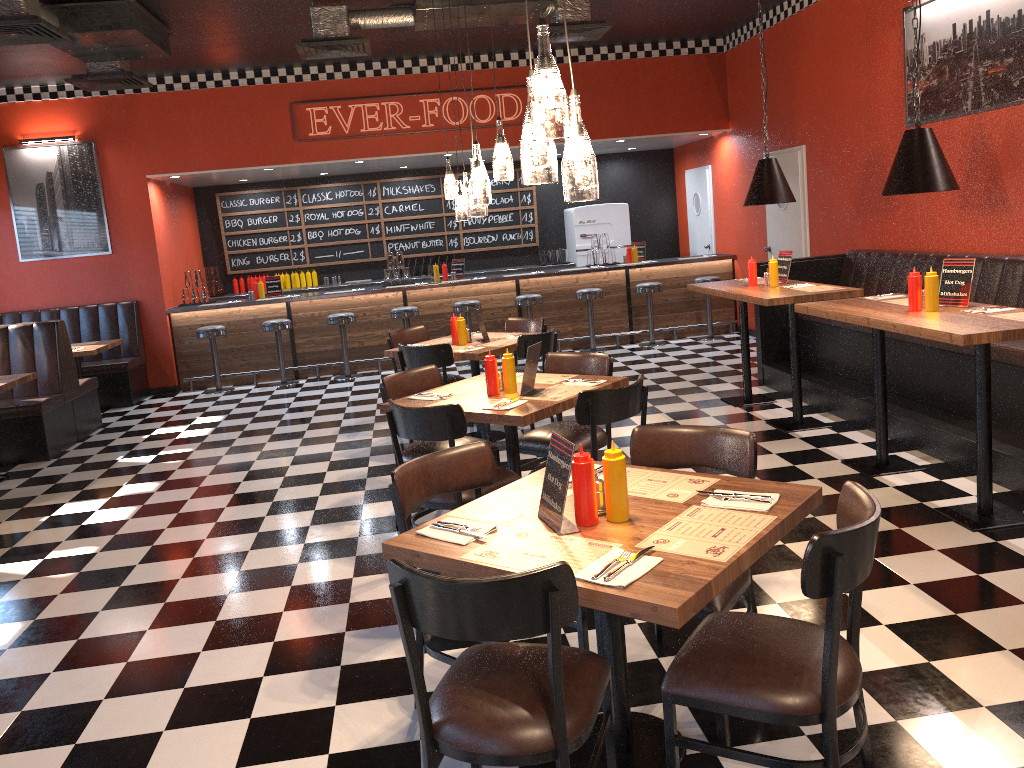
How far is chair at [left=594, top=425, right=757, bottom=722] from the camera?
3.0m

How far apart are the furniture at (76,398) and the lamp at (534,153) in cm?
700

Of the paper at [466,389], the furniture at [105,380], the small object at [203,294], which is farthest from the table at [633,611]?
the small object at [203,294]

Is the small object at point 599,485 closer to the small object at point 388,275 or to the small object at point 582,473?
the small object at point 582,473

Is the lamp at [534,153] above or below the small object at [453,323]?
above

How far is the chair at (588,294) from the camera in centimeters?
1065cm

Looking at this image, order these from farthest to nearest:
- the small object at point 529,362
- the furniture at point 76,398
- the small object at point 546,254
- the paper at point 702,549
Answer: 1. the small object at point 546,254
2. the furniture at point 76,398
3. the small object at point 529,362
4. the paper at point 702,549

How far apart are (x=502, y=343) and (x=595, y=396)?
2.6 meters

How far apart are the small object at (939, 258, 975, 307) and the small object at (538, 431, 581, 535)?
3.1m

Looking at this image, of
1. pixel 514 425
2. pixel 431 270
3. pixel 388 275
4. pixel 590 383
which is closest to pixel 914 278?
pixel 590 383
